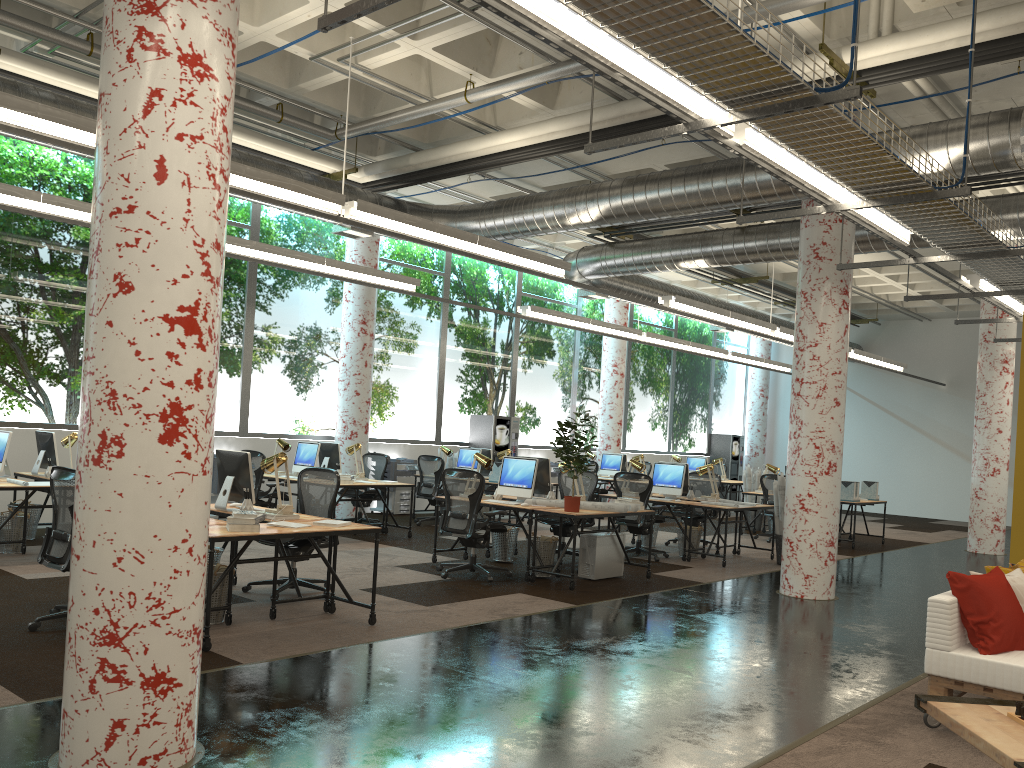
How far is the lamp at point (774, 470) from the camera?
14.84m

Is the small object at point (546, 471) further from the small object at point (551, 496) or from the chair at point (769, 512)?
the chair at point (769, 512)

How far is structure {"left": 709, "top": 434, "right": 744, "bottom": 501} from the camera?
23.44m

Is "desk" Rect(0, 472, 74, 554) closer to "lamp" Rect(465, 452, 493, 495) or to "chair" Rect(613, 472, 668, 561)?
"lamp" Rect(465, 452, 493, 495)

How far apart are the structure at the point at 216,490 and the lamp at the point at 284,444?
1.12m

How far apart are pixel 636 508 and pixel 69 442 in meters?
6.0 m

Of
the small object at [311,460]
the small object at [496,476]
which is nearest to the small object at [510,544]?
the small object at [311,460]

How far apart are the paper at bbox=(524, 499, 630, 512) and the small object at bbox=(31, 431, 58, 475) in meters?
5.4

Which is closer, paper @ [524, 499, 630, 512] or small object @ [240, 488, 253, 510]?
small object @ [240, 488, 253, 510]

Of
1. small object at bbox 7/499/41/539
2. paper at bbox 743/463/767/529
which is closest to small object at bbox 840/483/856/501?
paper at bbox 743/463/767/529
